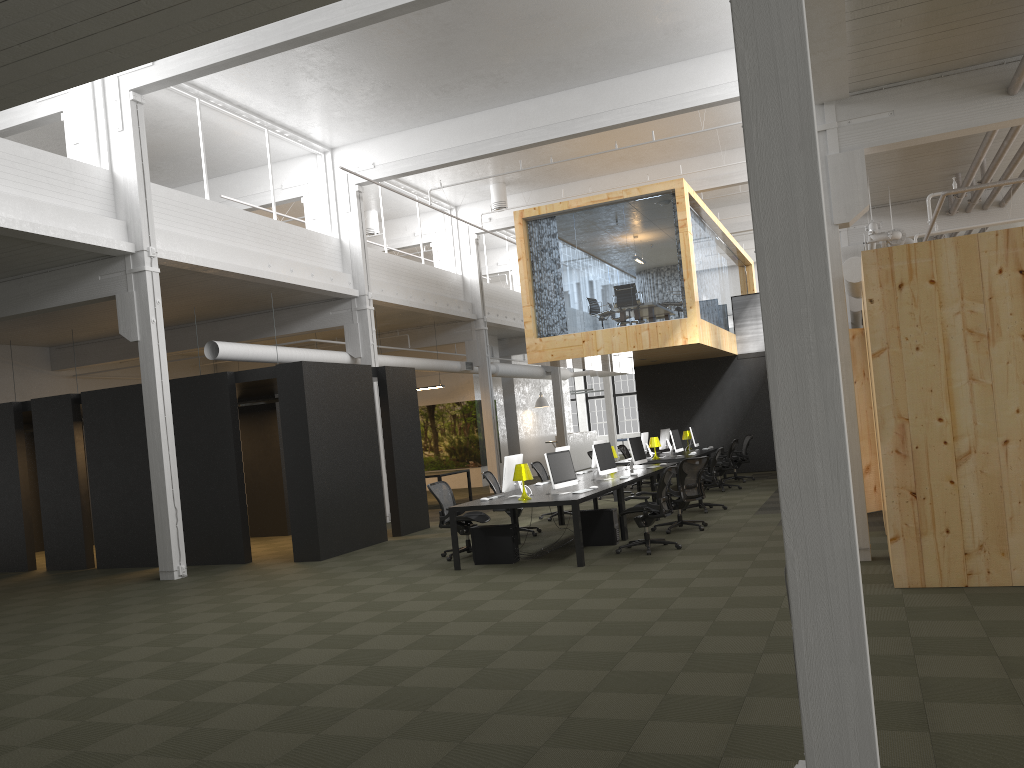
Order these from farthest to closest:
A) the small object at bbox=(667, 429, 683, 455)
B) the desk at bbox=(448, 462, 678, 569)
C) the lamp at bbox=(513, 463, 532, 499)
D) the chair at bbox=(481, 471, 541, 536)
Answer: the small object at bbox=(667, 429, 683, 455) → the chair at bbox=(481, 471, 541, 536) → the lamp at bbox=(513, 463, 532, 499) → the desk at bbox=(448, 462, 678, 569)

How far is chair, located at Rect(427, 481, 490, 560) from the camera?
11.4 meters

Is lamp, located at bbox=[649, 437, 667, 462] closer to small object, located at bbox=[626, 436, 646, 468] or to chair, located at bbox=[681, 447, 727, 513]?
small object, located at bbox=[626, 436, 646, 468]

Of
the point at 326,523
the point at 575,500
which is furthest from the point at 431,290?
the point at 575,500

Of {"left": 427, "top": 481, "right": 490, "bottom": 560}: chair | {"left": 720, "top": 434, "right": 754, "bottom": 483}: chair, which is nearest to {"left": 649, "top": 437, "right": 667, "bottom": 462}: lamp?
{"left": 720, "top": 434, "right": 754, "bottom": 483}: chair

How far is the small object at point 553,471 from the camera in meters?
10.8

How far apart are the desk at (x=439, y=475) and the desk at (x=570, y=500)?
5.8m

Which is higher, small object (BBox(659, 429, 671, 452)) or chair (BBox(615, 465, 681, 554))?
small object (BBox(659, 429, 671, 452))

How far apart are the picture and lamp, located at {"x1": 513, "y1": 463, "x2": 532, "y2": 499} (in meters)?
15.26

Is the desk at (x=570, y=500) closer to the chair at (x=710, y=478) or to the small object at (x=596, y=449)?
the small object at (x=596, y=449)
